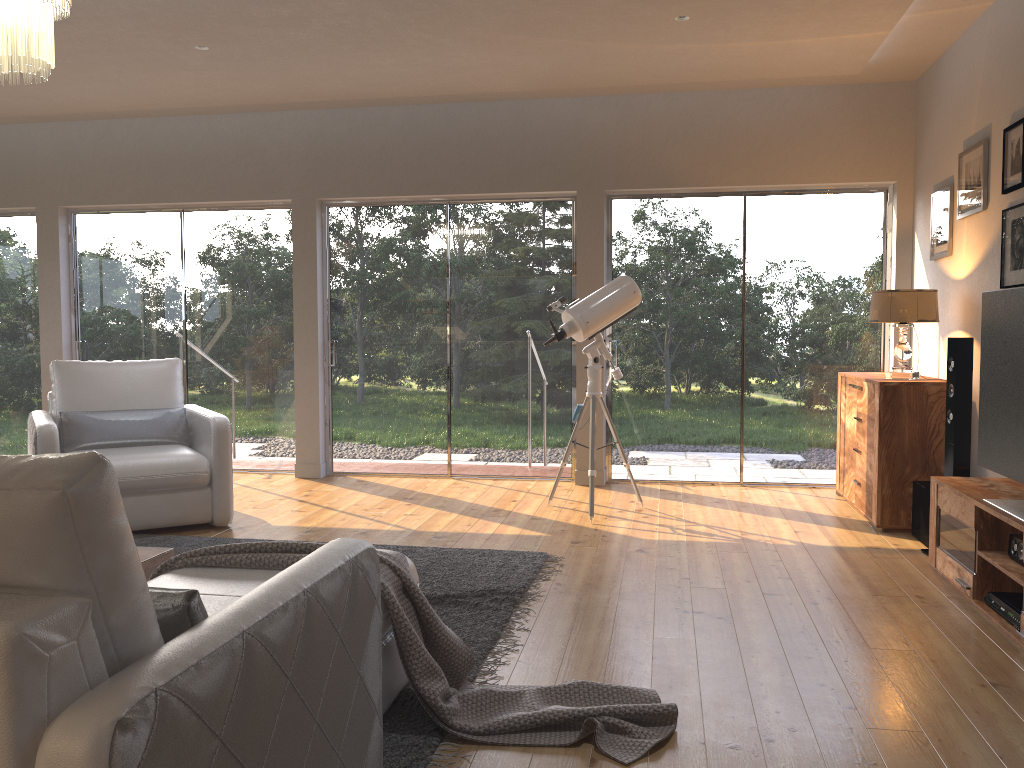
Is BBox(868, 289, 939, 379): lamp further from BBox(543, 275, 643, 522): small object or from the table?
the table

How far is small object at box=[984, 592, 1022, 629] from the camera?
3.30m

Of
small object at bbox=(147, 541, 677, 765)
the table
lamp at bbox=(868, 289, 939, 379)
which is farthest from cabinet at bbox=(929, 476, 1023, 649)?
the table

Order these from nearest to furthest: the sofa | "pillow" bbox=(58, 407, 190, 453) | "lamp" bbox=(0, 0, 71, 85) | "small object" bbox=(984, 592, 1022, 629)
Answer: the sofa < "lamp" bbox=(0, 0, 71, 85) < "small object" bbox=(984, 592, 1022, 629) < "pillow" bbox=(58, 407, 190, 453)

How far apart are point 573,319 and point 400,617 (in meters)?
3.16

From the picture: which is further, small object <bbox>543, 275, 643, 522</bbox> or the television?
small object <bbox>543, 275, 643, 522</bbox>

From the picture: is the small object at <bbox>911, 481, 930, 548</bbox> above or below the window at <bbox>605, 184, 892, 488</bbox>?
below

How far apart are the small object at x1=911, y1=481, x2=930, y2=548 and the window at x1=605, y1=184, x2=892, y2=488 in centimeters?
153cm

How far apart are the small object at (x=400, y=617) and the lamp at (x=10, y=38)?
1.7m

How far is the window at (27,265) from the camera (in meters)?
7.34
